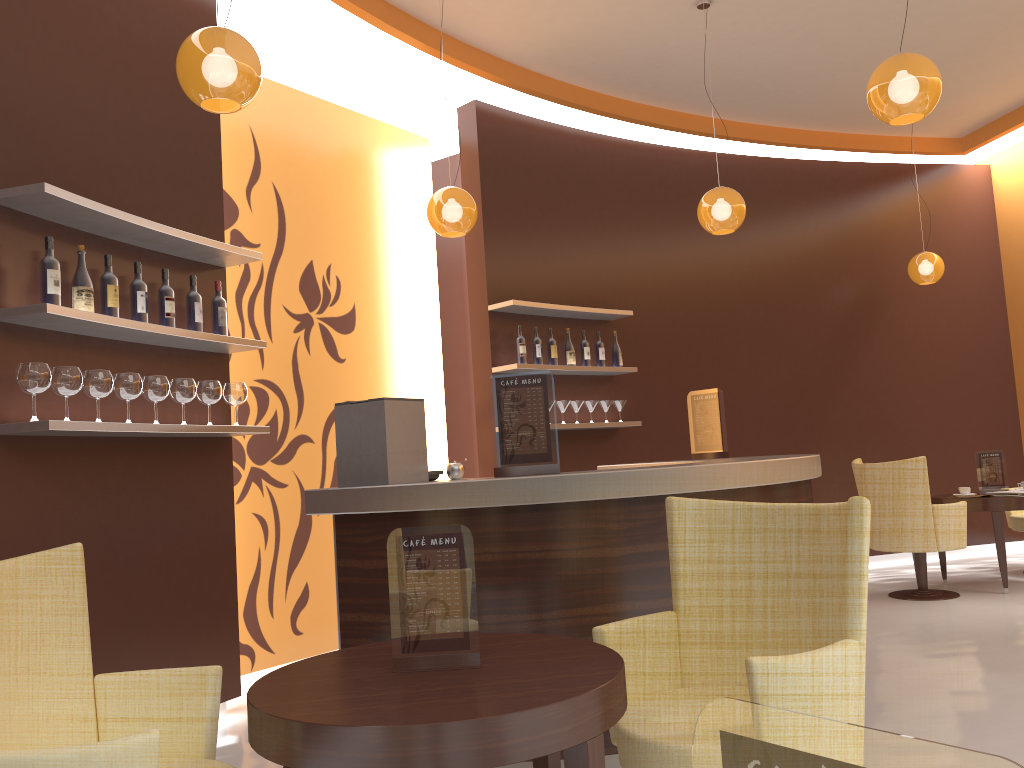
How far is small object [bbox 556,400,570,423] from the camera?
6.50m

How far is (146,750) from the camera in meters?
1.7 m

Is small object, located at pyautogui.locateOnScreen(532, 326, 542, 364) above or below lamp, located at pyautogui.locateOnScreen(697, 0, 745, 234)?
below

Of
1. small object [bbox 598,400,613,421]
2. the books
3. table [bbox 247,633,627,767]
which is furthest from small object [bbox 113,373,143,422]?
the books

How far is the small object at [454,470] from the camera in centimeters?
365cm

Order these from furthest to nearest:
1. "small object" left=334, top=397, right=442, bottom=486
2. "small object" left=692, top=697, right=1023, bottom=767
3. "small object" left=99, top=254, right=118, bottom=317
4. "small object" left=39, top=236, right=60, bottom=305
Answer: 1. "small object" left=99, top=254, right=118, bottom=317
2. "small object" left=334, top=397, right=442, bottom=486
3. "small object" left=39, top=236, right=60, bottom=305
4. "small object" left=692, top=697, right=1023, bottom=767

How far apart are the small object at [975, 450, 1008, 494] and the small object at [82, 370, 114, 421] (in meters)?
6.17

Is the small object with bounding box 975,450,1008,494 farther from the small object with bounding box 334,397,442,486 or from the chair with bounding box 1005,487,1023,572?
the small object with bounding box 334,397,442,486

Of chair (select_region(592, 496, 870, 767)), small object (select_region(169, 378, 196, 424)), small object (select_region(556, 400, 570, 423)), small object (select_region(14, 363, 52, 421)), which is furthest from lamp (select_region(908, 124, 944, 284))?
small object (select_region(14, 363, 52, 421))

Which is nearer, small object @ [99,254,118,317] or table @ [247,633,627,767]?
table @ [247,633,627,767]
